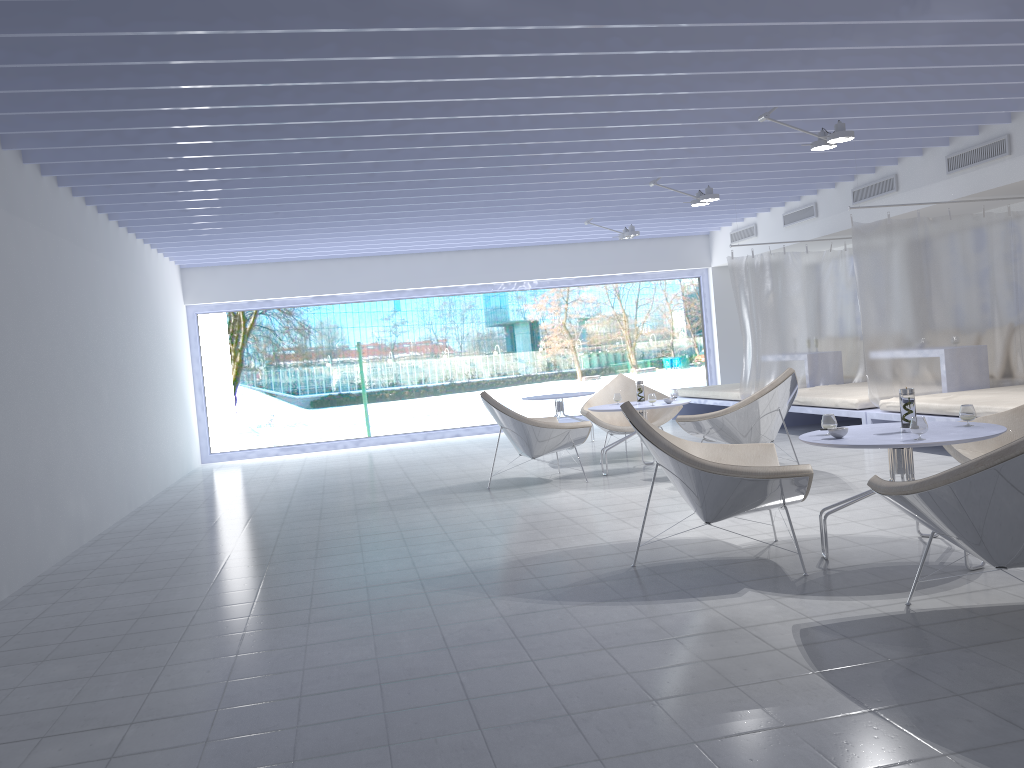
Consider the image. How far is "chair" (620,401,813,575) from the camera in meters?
3.6 m

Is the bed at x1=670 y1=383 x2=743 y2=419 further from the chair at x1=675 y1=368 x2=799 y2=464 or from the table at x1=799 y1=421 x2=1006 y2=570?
the table at x1=799 y1=421 x2=1006 y2=570

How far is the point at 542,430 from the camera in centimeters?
661cm

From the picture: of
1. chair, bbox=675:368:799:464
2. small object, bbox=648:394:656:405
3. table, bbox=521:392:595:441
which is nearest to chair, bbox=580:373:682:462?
small object, bbox=648:394:656:405

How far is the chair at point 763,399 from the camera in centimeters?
617cm

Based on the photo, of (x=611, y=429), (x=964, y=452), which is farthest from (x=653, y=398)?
(x=964, y=452)

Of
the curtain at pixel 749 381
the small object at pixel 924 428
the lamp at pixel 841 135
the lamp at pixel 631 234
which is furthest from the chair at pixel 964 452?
the lamp at pixel 631 234

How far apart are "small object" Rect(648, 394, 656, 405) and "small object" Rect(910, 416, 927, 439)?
3.3m

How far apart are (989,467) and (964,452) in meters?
2.0 m

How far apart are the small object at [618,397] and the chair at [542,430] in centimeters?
55cm
